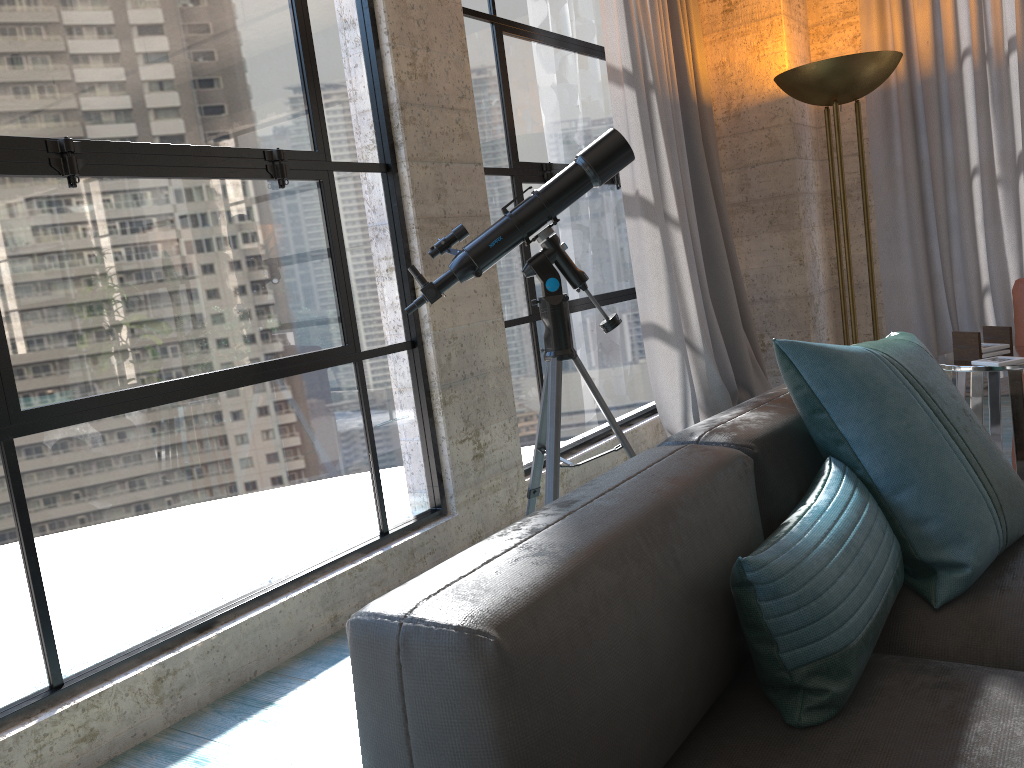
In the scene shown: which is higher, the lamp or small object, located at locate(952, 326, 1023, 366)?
the lamp

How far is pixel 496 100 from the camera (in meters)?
3.68

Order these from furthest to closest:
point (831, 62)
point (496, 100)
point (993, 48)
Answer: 1. point (993, 48)
2. point (831, 62)
3. point (496, 100)

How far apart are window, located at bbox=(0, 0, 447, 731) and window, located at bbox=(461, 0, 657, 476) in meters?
0.6 m

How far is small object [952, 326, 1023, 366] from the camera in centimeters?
238cm

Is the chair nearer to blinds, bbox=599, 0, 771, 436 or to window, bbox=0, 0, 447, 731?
blinds, bbox=599, 0, 771, 436

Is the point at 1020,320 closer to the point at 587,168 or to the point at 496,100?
the point at 587,168

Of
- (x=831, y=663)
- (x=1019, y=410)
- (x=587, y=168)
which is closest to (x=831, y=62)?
(x=587, y=168)

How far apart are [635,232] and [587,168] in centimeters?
168cm

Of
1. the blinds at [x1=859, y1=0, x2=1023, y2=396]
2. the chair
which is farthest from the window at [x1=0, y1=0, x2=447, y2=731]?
the blinds at [x1=859, y1=0, x2=1023, y2=396]
